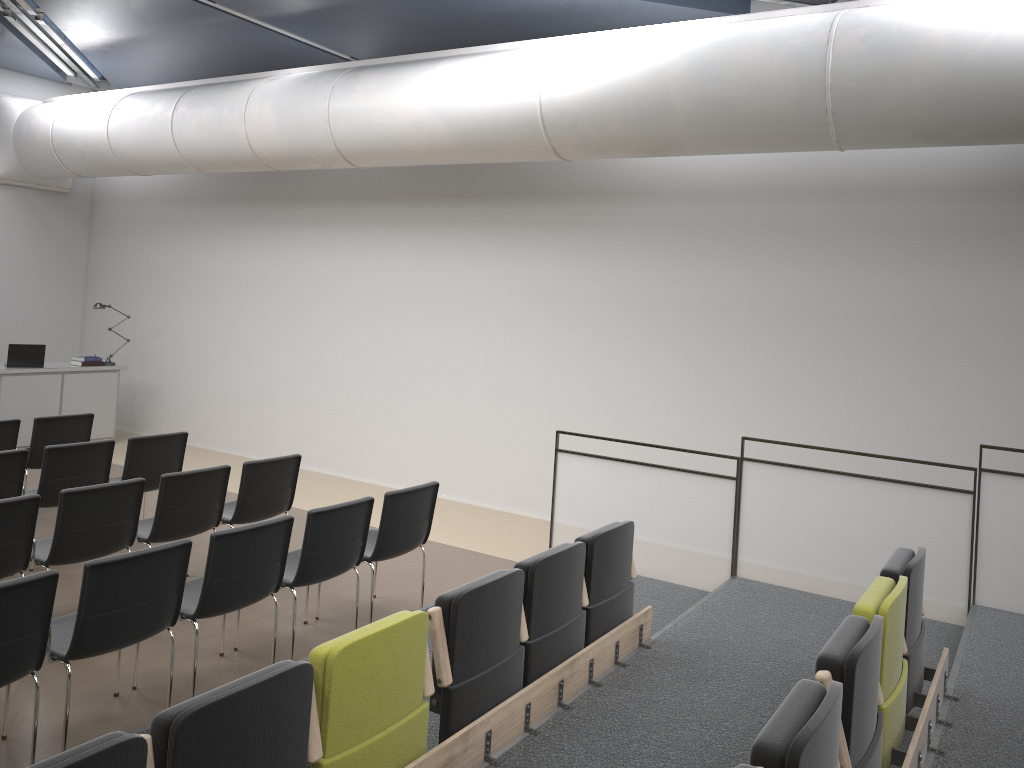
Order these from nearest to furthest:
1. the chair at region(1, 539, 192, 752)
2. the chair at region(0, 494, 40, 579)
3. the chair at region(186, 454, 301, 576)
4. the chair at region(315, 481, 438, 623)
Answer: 1. the chair at region(1, 539, 192, 752)
2. the chair at region(0, 494, 40, 579)
3. the chair at region(315, 481, 438, 623)
4. the chair at region(186, 454, 301, 576)

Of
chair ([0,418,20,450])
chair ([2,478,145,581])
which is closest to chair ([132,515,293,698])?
chair ([2,478,145,581])

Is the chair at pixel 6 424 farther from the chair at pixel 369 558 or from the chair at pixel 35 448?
the chair at pixel 369 558

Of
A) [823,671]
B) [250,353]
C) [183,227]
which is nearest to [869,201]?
[823,671]

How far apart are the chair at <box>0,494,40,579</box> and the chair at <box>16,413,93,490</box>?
2.97m

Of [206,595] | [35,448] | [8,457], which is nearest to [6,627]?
[206,595]

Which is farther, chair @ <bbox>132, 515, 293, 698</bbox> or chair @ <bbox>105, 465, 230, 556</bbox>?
chair @ <bbox>105, 465, 230, 556</bbox>

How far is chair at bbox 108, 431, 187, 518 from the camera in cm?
702

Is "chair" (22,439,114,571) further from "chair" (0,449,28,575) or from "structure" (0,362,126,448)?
"structure" (0,362,126,448)

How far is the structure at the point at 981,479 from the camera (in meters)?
5.58
